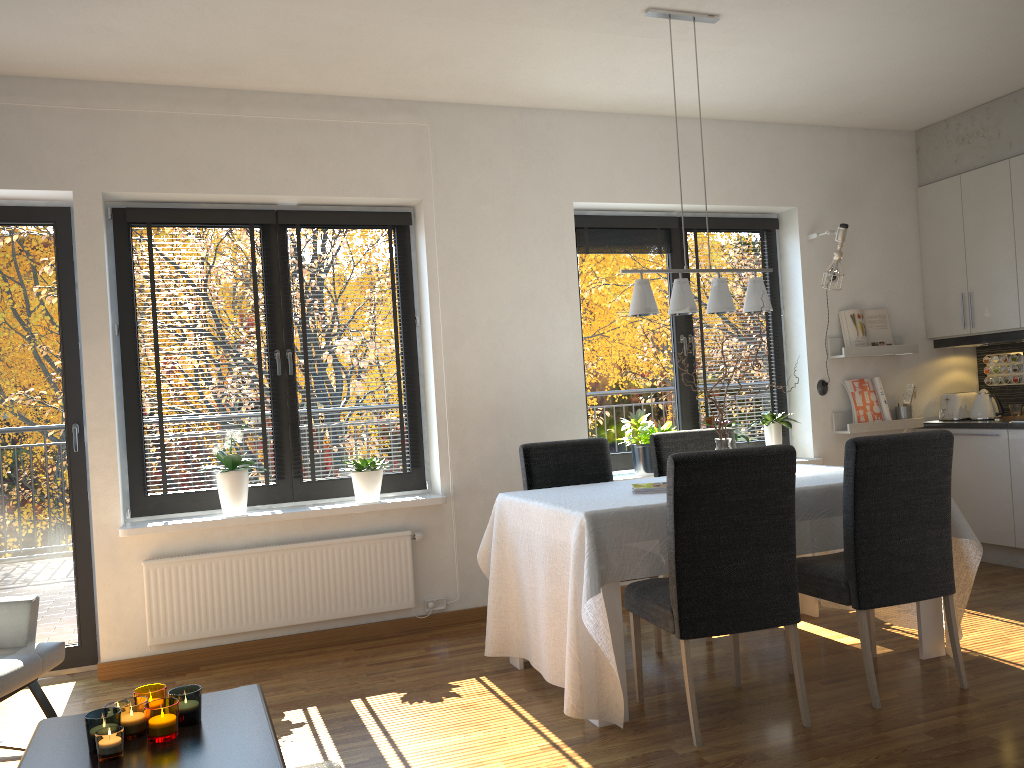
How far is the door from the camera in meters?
4.2 m

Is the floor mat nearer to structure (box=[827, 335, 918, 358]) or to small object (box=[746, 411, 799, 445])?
small object (box=[746, 411, 799, 445])

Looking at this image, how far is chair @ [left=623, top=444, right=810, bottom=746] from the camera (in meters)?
2.92

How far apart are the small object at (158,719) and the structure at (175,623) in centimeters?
215cm

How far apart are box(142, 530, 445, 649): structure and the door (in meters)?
0.36

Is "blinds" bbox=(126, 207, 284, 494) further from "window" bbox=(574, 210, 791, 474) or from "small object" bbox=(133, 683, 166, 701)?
"small object" bbox=(133, 683, 166, 701)

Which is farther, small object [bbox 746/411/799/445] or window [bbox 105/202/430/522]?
small object [bbox 746/411/799/445]

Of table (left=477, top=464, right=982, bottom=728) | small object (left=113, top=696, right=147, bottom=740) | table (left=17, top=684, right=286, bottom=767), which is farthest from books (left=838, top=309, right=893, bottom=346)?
small object (left=113, top=696, right=147, bottom=740)

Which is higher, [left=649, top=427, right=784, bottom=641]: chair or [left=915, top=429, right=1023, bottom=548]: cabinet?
[left=649, top=427, right=784, bottom=641]: chair

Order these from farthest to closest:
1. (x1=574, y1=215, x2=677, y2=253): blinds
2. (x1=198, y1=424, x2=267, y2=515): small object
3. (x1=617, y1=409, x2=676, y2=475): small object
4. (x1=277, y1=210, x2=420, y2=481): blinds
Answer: (x1=574, y1=215, x2=677, y2=253): blinds < (x1=617, y1=409, x2=676, y2=475): small object < (x1=277, y1=210, x2=420, y2=481): blinds < (x1=198, y1=424, x2=267, y2=515): small object
